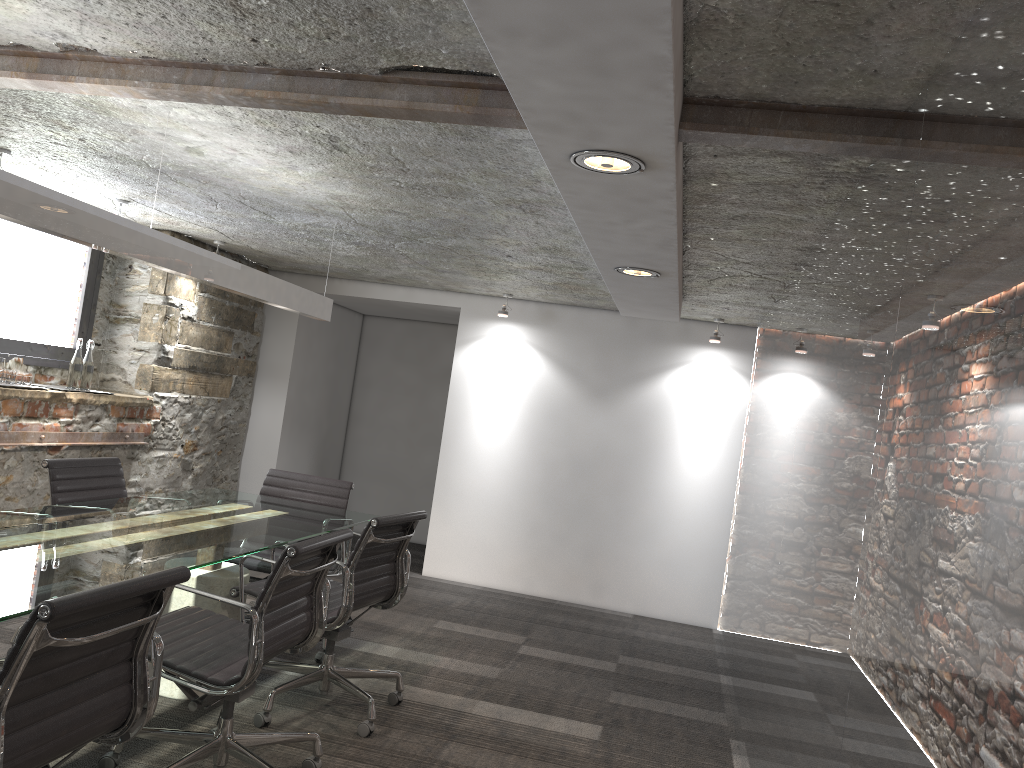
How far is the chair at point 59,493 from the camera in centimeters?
371cm

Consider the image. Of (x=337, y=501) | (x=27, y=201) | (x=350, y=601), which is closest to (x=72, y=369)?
(x=337, y=501)

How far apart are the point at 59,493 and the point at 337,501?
1.3 meters

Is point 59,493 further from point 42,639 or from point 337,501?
point 42,639

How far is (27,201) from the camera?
2.39m

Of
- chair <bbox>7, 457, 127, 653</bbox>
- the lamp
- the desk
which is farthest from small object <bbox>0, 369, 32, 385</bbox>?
the lamp

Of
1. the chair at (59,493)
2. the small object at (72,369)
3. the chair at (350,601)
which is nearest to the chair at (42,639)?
the chair at (350,601)

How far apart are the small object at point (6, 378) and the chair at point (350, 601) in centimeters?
203cm

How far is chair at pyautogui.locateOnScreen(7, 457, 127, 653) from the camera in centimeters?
371cm

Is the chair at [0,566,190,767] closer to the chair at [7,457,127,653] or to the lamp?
the lamp
